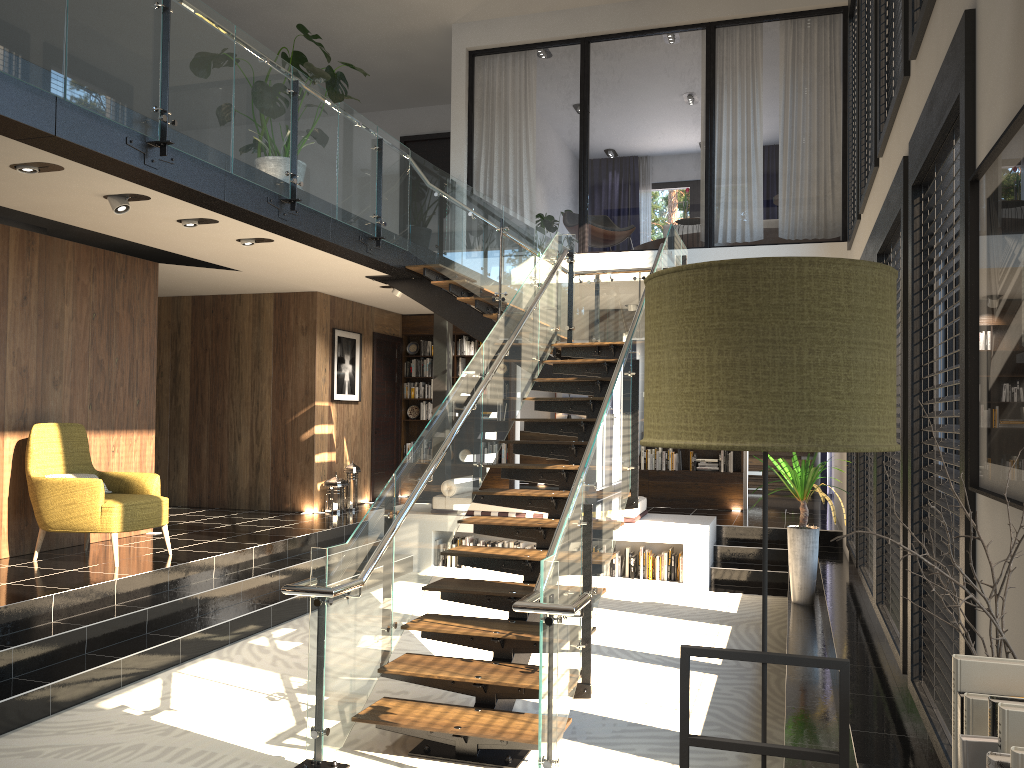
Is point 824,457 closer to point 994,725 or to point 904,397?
point 904,397

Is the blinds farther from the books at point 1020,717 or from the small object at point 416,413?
the books at point 1020,717

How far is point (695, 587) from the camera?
8.9m

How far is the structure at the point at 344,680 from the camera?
4.5 meters

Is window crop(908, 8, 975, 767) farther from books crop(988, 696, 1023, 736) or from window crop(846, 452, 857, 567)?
window crop(846, 452, 857, 567)

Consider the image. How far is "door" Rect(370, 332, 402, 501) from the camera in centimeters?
1244cm

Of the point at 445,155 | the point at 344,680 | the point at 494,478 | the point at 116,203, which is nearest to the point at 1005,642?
the point at 344,680

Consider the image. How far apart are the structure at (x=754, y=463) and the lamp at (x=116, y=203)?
10.2m

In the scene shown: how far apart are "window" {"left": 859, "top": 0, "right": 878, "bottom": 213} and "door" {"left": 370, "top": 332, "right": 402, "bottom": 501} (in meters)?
7.08

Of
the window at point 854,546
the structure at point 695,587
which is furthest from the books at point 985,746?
the structure at point 695,587
